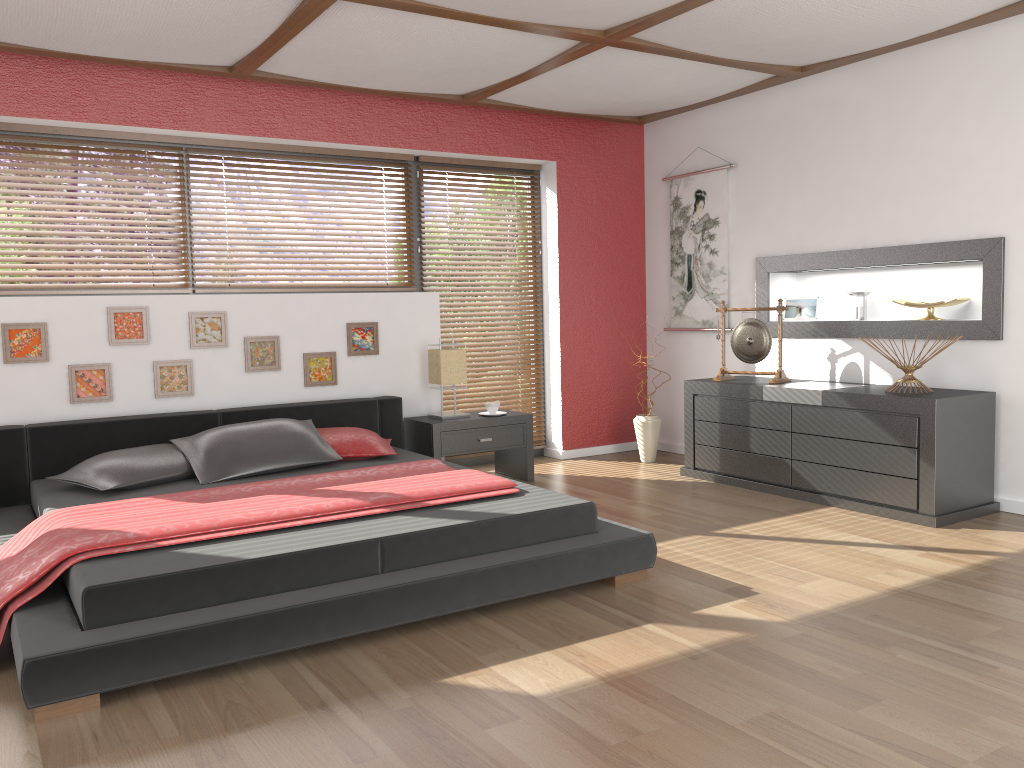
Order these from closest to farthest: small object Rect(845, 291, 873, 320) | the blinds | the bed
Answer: the bed < small object Rect(845, 291, 873, 320) < the blinds

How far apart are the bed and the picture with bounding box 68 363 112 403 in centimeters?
20cm

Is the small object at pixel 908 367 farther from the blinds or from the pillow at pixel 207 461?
the pillow at pixel 207 461

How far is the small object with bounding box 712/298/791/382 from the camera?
5.3 meters

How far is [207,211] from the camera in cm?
514

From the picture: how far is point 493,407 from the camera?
5.50m

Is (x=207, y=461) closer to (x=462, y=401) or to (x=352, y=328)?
(x=352, y=328)

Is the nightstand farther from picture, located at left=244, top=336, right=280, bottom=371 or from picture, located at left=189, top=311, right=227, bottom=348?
picture, located at left=189, top=311, right=227, bottom=348

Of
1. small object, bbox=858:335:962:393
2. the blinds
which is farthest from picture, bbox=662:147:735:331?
small object, bbox=858:335:962:393

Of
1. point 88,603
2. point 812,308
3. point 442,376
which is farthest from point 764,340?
point 88,603
